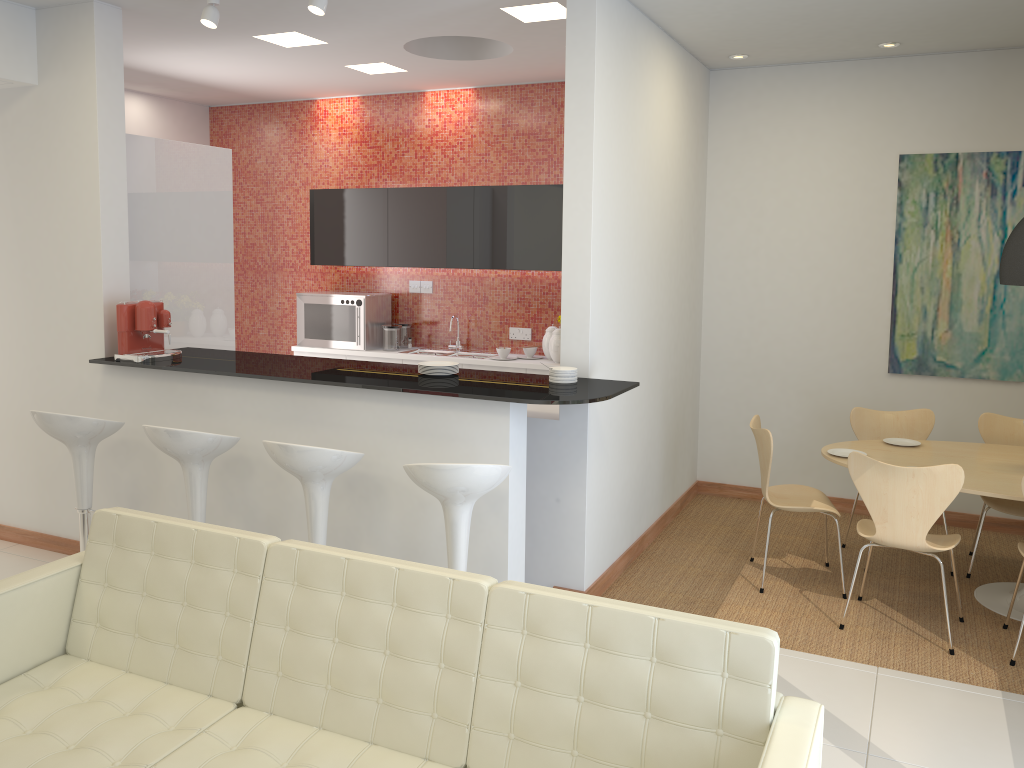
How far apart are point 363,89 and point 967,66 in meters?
4.6 m

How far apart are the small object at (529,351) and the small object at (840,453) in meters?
2.7

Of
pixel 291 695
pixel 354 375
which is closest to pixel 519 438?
pixel 354 375

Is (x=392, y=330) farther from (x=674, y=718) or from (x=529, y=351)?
(x=674, y=718)

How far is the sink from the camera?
7.39m

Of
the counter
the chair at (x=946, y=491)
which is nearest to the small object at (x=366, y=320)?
the counter

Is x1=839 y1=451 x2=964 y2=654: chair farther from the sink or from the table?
the sink

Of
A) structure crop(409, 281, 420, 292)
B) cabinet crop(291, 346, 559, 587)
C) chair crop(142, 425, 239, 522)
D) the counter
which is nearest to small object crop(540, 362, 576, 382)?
the counter

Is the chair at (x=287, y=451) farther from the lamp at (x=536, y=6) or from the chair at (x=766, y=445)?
the lamp at (x=536, y=6)

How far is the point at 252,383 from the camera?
4.61m
